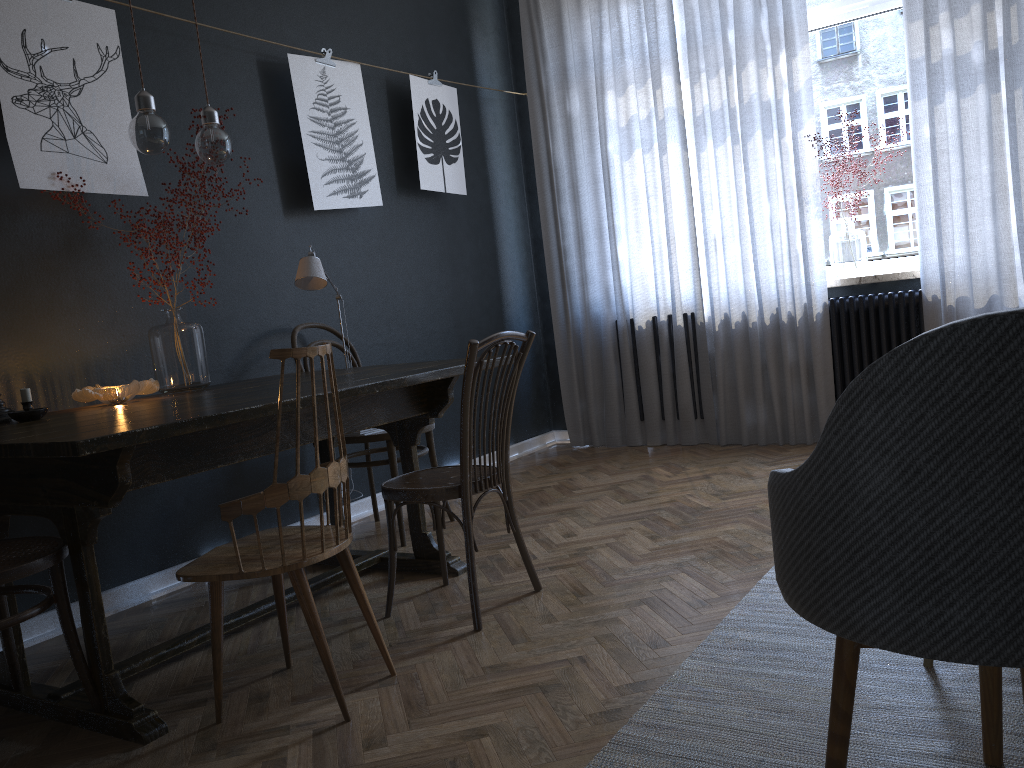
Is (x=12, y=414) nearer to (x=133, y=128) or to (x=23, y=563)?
(x=23, y=563)

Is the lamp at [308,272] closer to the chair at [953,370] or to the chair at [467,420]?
the chair at [467,420]

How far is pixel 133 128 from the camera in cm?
247

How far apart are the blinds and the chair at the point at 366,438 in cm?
171

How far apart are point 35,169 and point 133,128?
0.6 meters

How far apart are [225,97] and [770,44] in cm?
267

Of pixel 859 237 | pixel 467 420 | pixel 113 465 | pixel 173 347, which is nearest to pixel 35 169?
pixel 173 347

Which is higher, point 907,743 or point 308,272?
point 308,272

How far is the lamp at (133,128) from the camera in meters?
2.5

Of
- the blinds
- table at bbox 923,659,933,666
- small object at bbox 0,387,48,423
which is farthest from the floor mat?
the blinds
